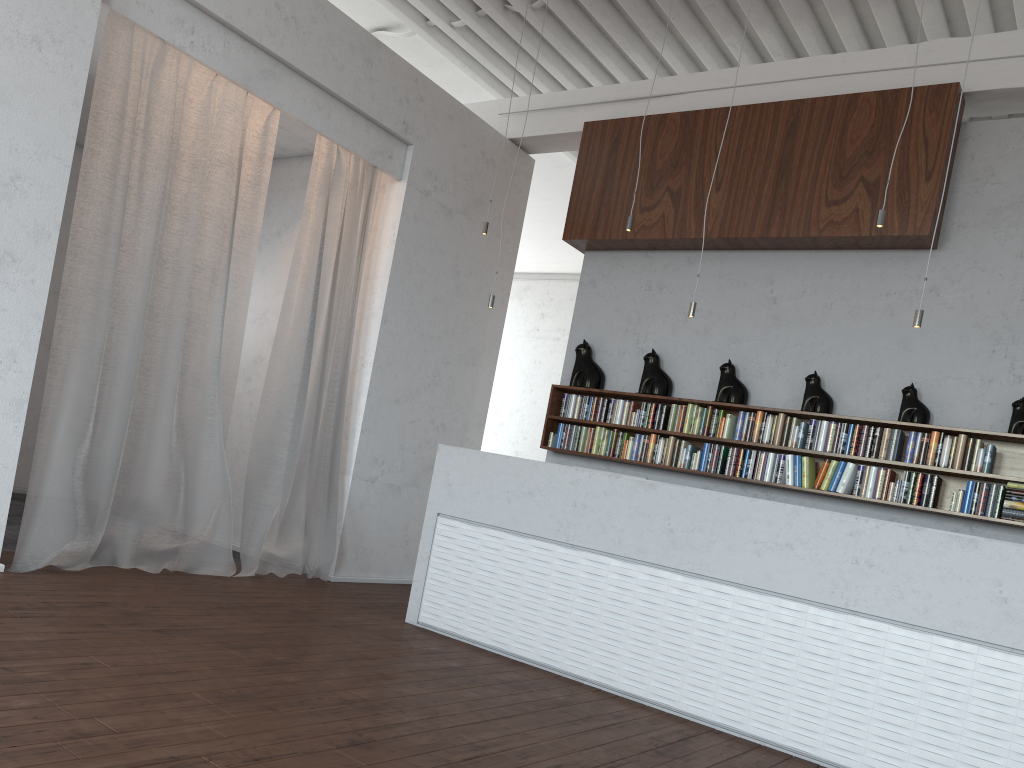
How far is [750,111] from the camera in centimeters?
636cm

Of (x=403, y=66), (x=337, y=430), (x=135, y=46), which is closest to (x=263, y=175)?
(x=135, y=46)

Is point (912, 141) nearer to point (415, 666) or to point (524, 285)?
point (415, 666)
